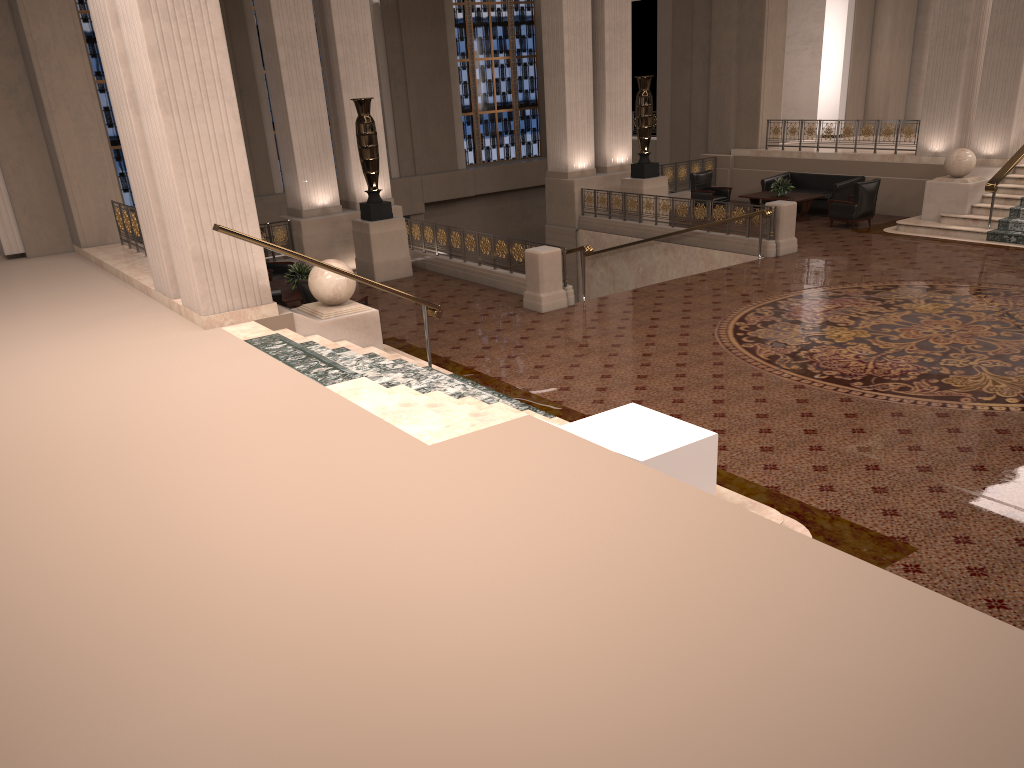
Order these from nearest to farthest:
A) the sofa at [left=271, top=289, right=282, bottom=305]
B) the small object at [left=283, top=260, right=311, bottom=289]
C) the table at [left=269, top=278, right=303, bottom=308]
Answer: the sofa at [left=271, top=289, right=282, bottom=305], the table at [left=269, top=278, right=303, bottom=308], the small object at [left=283, top=260, right=311, bottom=289]

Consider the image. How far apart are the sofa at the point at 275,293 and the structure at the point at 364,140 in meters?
3.3

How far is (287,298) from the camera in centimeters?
1209cm

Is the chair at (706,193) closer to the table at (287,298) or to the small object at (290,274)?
the small object at (290,274)

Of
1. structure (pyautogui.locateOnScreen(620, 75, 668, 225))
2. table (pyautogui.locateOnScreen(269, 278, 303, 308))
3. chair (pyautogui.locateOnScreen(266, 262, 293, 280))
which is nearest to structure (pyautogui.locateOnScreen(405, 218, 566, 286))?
chair (pyautogui.locateOnScreen(266, 262, 293, 280))

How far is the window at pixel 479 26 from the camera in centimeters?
2476cm

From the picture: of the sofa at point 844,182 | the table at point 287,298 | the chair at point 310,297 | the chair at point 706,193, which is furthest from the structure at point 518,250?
the sofa at point 844,182

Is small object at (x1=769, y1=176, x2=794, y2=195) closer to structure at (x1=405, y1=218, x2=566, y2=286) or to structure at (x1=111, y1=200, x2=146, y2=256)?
structure at (x1=405, y1=218, x2=566, y2=286)

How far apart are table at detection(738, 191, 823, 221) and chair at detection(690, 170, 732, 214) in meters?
0.8 m

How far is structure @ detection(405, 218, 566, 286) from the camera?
13.3m
